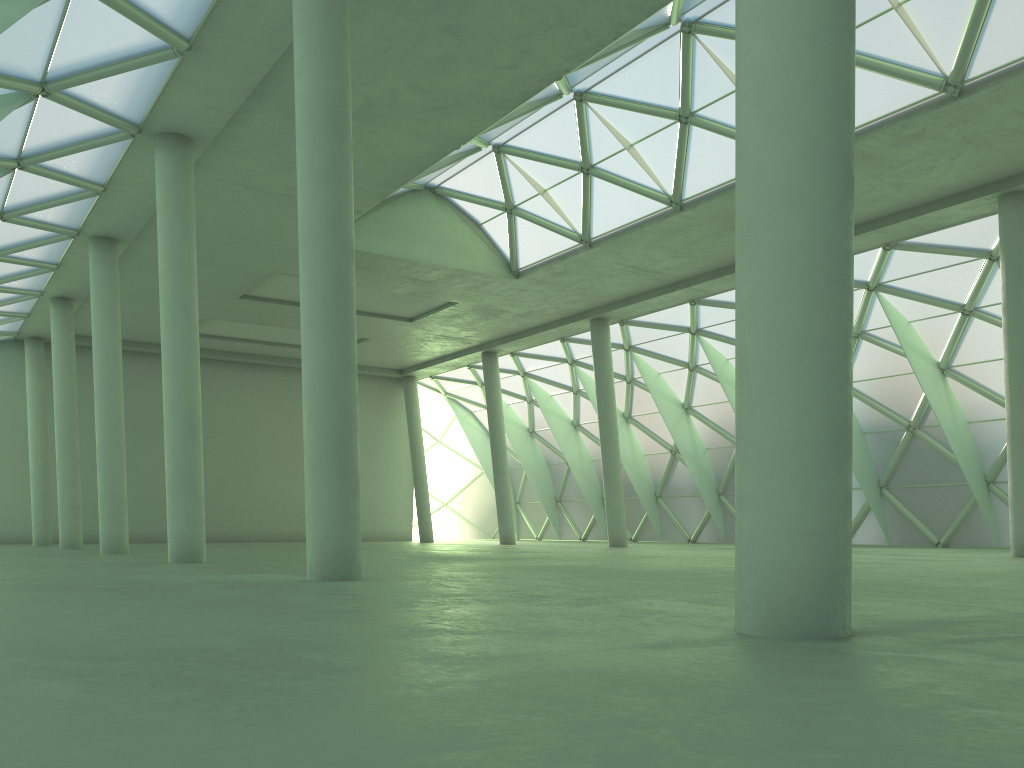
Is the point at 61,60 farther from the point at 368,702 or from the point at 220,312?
the point at 220,312

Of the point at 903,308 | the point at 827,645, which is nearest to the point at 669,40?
the point at 903,308
